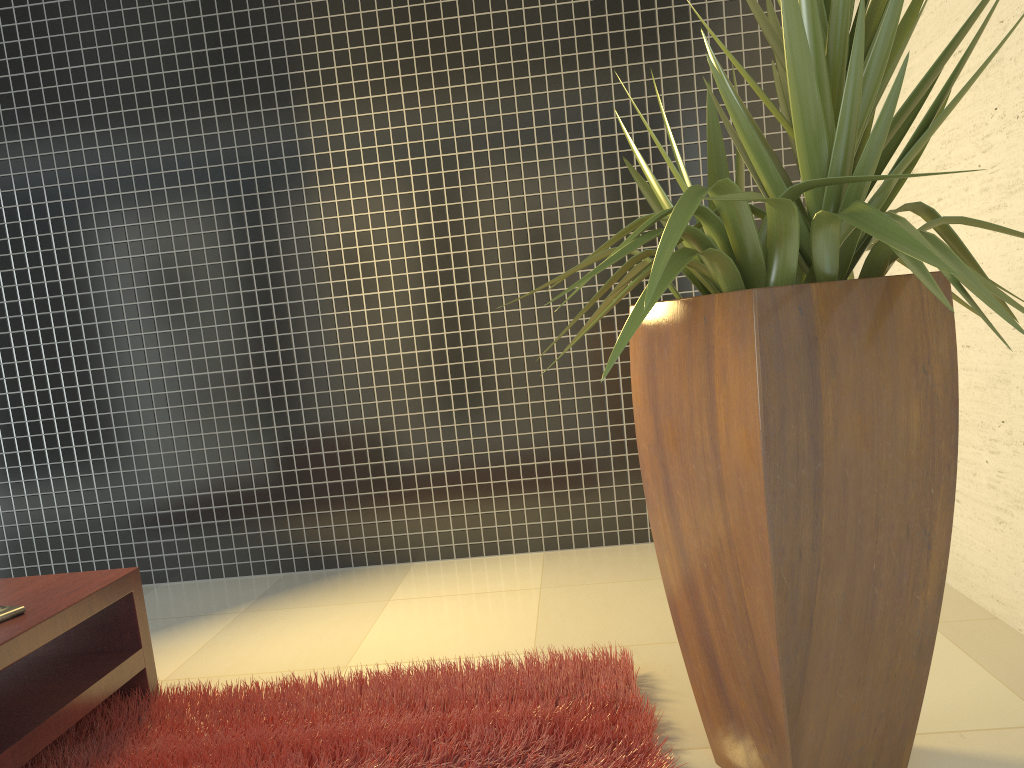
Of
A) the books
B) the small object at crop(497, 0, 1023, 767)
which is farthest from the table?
the small object at crop(497, 0, 1023, 767)

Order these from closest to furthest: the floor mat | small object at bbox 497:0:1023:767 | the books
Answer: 1. small object at bbox 497:0:1023:767
2. the floor mat
3. the books

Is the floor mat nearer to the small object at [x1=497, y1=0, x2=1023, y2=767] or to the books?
the small object at [x1=497, y1=0, x2=1023, y2=767]

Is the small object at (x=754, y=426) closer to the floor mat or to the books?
the floor mat

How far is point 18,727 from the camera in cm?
215

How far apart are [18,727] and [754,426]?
1.9m

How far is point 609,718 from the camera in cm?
226

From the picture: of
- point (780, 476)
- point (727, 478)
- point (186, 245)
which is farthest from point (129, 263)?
point (780, 476)

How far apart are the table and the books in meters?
0.0

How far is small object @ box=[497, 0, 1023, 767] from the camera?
1.6 meters
